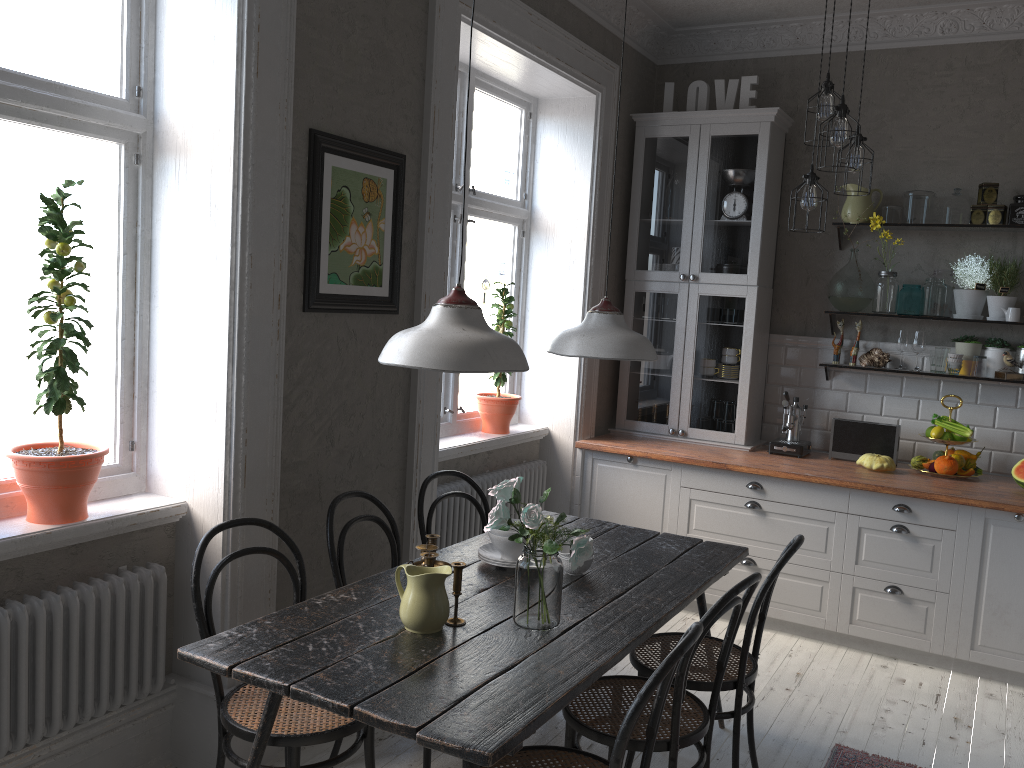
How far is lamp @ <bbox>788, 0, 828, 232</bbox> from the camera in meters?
3.7

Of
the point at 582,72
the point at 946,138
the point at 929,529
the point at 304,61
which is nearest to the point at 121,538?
the point at 304,61

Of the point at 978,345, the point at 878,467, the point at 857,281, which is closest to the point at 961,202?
the point at 857,281

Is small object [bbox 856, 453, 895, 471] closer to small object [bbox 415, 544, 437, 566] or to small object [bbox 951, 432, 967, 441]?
small object [bbox 951, 432, 967, 441]

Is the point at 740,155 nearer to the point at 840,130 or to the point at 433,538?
the point at 840,130

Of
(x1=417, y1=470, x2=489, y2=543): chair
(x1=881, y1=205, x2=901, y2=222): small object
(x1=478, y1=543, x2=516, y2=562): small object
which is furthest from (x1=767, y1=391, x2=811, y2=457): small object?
(x1=478, y1=543, x2=516, y2=562): small object

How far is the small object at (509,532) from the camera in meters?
2.9 m

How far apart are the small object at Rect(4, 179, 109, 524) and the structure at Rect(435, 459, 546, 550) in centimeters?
171cm

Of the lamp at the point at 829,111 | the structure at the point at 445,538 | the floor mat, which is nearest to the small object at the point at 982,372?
the lamp at the point at 829,111

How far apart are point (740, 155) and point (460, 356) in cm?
339
